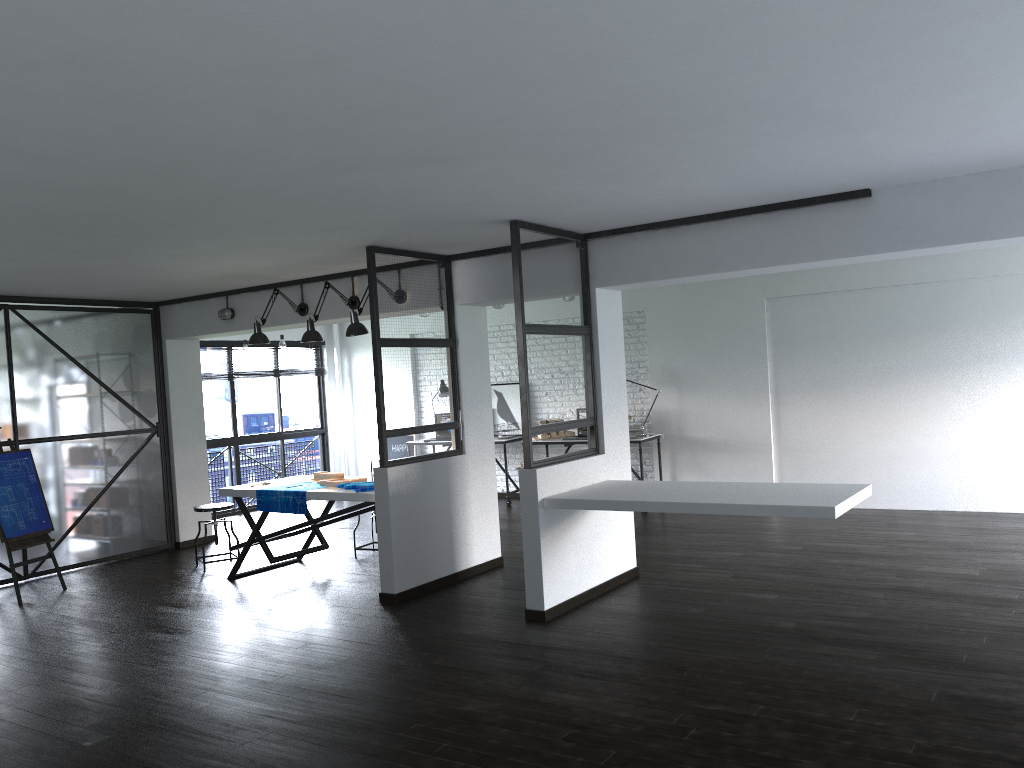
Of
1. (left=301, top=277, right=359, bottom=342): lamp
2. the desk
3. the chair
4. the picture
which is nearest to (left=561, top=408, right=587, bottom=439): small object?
the desk

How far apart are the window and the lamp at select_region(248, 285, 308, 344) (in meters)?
3.35

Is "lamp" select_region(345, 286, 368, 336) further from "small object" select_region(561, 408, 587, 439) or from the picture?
the picture

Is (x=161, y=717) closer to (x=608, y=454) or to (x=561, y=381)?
(x=608, y=454)

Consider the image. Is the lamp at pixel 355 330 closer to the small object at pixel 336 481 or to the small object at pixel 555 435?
the small object at pixel 336 481

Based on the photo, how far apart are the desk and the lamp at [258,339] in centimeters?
320cm

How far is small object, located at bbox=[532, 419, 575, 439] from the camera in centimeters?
956cm

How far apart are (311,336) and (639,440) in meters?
3.7

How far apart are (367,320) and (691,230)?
6.8m

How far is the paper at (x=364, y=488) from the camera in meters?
5.9
